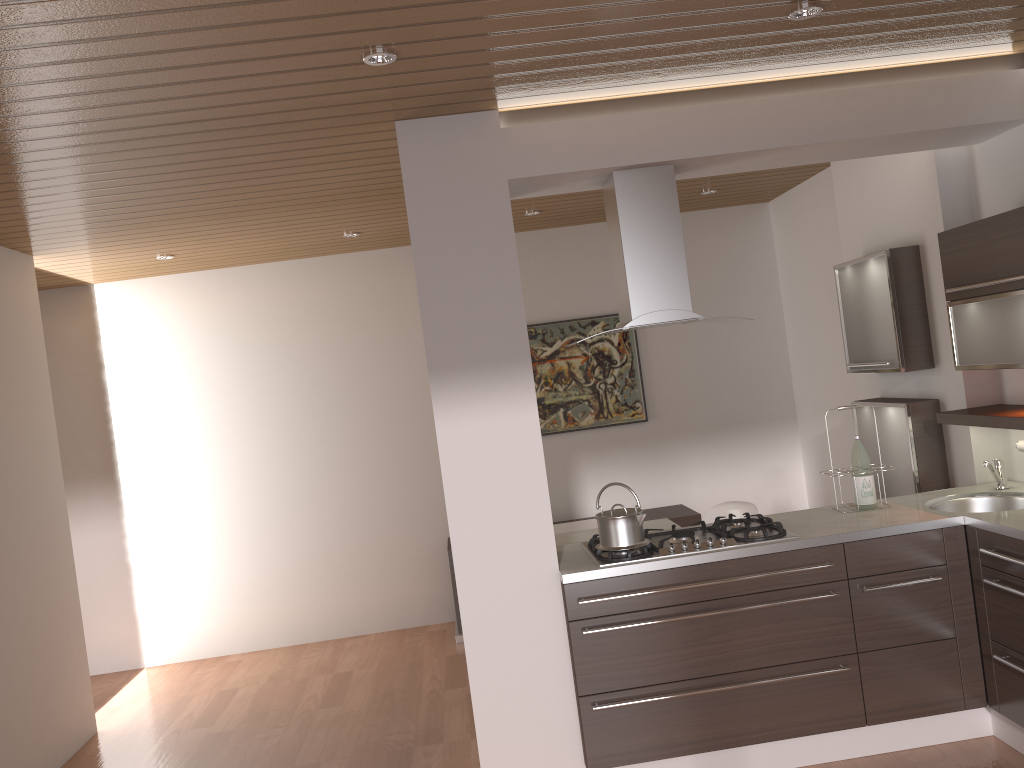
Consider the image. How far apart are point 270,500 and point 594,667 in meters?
3.5 m

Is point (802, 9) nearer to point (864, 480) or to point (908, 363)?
point (864, 480)

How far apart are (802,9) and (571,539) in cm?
293

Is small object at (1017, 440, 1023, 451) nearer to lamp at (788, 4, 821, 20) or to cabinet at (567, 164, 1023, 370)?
cabinet at (567, 164, 1023, 370)

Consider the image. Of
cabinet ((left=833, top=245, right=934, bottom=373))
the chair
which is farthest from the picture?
cabinet ((left=833, top=245, right=934, bottom=373))

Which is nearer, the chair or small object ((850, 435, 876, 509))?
small object ((850, 435, 876, 509))

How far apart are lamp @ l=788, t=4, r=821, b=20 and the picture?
3.63m

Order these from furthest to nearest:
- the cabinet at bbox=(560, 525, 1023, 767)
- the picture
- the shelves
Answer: the picture
the shelves
the cabinet at bbox=(560, 525, 1023, 767)

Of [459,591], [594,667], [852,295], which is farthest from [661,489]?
[459,591]

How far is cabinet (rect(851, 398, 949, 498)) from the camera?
4.3 meters
